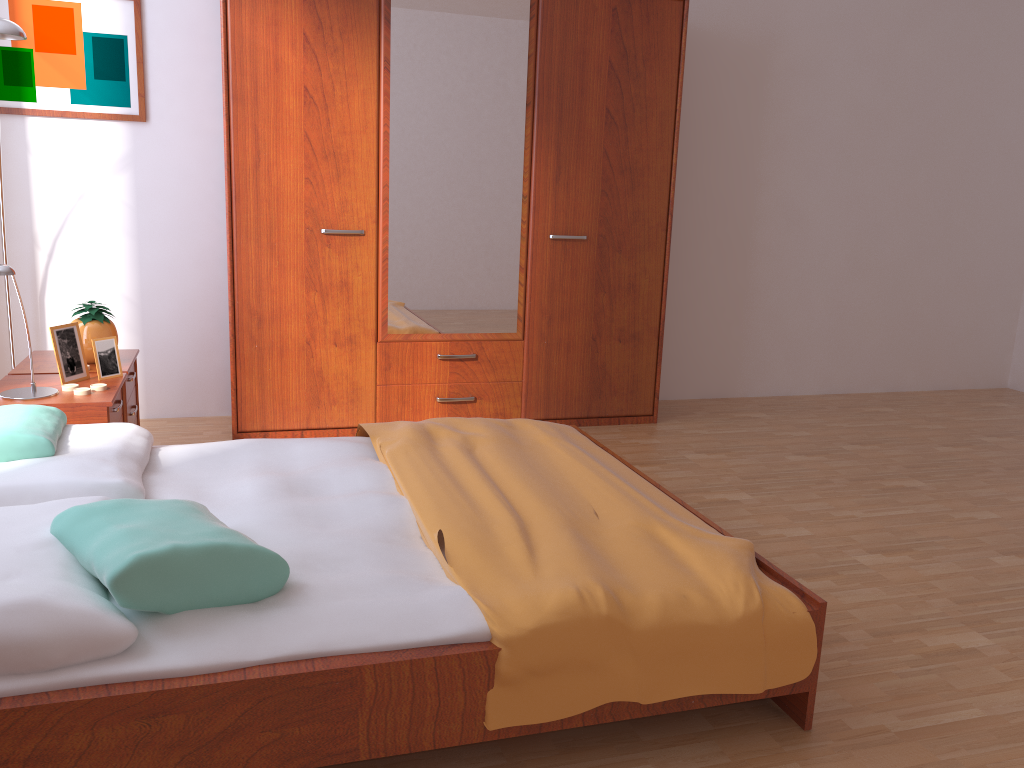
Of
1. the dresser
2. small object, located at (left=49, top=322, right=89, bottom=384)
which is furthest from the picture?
small object, located at (left=49, top=322, right=89, bottom=384)

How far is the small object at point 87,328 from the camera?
3.17m

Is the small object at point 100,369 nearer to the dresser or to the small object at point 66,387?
the small object at point 66,387

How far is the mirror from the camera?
3.7m

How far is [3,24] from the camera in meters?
2.9

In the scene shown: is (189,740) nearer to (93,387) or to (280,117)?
(93,387)

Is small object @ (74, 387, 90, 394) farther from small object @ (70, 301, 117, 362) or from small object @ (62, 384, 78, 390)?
small object @ (70, 301, 117, 362)

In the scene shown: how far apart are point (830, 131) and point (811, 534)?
2.76m

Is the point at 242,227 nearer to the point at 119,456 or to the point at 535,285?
the point at 535,285

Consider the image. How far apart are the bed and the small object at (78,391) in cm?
41
